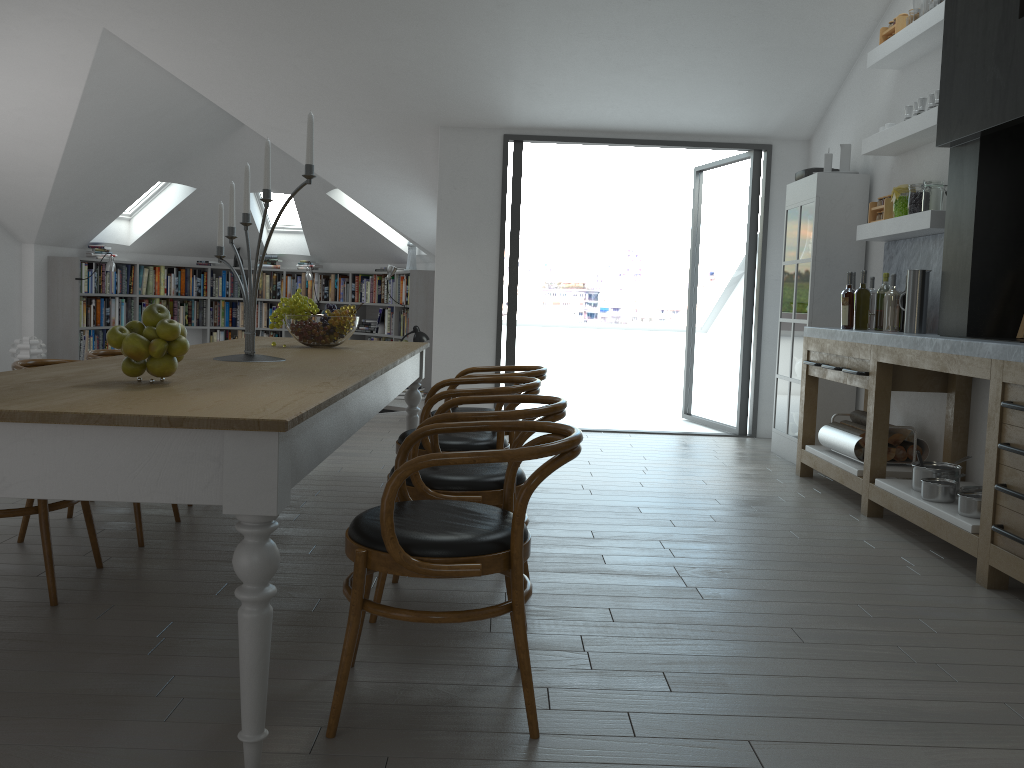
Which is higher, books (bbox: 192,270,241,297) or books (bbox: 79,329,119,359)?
books (bbox: 192,270,241,297)

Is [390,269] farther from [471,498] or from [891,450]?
[471,498]

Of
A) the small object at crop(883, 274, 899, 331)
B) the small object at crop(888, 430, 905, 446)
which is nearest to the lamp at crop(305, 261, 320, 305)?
the small object at crop(883, 274, 899, 331)

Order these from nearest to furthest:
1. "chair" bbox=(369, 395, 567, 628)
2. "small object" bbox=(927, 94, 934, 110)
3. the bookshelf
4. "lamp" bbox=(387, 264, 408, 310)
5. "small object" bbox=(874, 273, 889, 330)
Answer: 1. "chair" bbox=(369, 395, 567, 628)
2. "small object" bbox=(927, 94, 934, 110)
3. "small object" bbox=(874, 273, 889, 330)
4. the bookshelf
5. "lamp" bbox=(387, 264, 408, 310)

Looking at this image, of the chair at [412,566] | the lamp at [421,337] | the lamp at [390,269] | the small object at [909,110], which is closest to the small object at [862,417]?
the small object at [909,110]

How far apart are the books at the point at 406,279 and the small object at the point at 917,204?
6.4m

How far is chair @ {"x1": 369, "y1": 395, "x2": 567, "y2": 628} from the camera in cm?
279

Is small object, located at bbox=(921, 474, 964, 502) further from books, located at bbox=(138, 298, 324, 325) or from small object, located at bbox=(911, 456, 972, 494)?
books, located at bbox=(138, 298, 324, 325)

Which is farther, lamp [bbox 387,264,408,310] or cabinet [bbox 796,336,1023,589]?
lamp [bbox 387,264,408,310]

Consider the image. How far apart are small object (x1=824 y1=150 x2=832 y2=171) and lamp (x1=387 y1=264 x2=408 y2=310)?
5.38m
